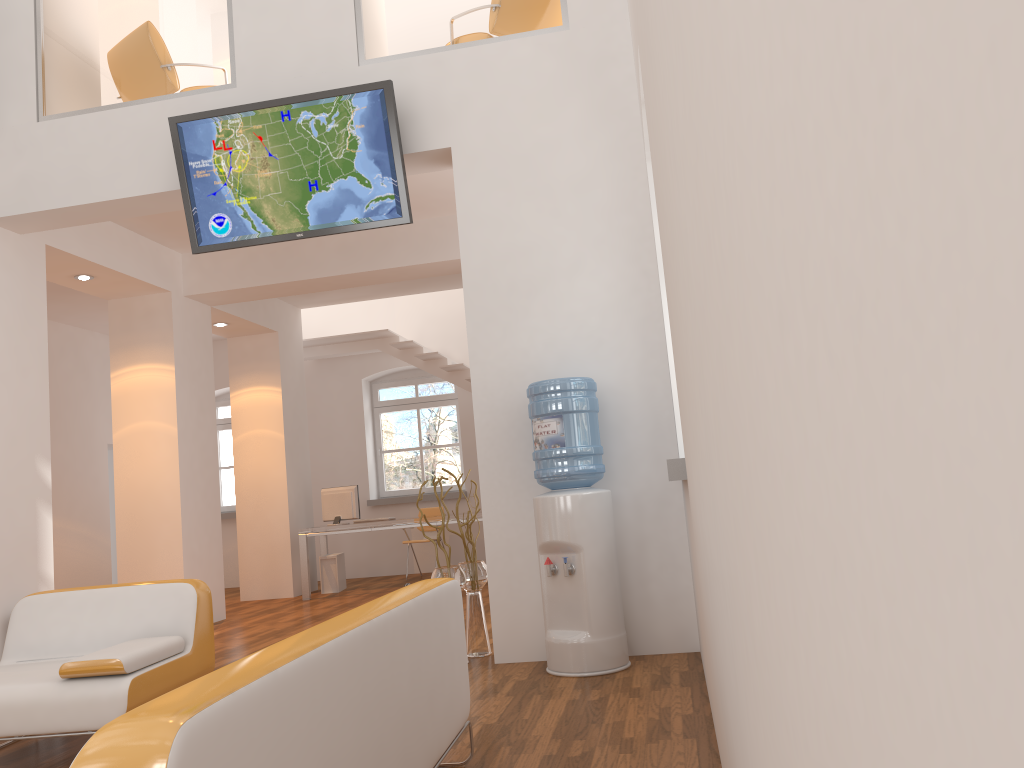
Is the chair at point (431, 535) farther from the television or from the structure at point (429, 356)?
the television

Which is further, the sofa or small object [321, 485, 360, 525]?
small object [321, 485, 360, 525]

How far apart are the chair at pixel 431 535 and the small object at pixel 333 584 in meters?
1.3 m

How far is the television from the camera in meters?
5.2 m

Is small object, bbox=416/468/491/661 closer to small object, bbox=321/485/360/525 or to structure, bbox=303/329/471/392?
small object, bbox=321/485/360/525

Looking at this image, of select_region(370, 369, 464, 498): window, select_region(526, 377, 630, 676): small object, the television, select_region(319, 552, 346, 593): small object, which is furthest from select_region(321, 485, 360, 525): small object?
select_region(526, 377, 630, 676): small object

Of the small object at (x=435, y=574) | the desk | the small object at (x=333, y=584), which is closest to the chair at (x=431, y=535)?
the desk

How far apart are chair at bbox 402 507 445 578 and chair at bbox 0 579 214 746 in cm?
689

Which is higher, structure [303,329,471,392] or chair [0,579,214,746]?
structure [303,329,471,392]

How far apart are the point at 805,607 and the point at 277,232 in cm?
517
